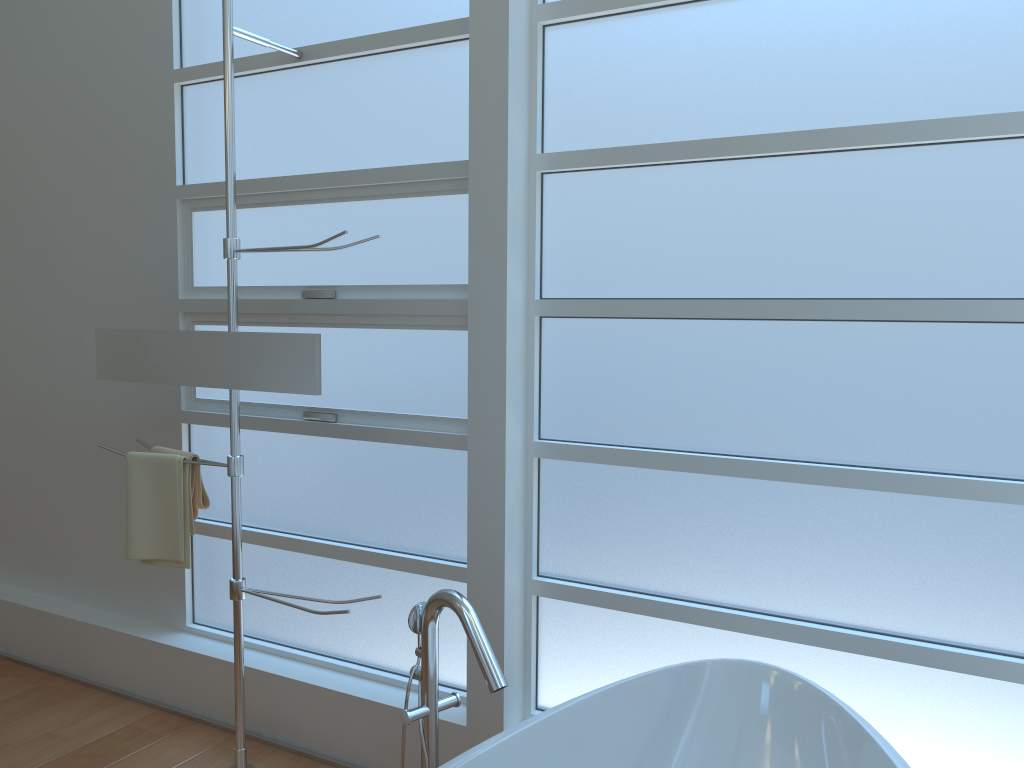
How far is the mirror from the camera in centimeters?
246cm

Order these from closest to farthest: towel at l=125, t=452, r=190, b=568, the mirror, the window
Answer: the window
the mirror
towel at l=125, t=452, r=190, b=568

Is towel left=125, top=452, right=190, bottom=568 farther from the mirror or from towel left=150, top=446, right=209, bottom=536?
the mirror

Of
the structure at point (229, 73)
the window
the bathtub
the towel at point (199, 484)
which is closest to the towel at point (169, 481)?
the towel at point (199, 484)

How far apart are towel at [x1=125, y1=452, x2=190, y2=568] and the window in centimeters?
34cm

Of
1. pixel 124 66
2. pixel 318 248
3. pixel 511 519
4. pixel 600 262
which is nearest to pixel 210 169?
pixel 124 66

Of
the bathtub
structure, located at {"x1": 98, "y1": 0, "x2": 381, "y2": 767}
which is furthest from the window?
the bathtub

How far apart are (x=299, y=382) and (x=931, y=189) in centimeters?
166cm

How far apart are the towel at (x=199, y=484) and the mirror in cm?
23

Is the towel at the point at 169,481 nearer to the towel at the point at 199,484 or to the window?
the towel at the point at 199,484
